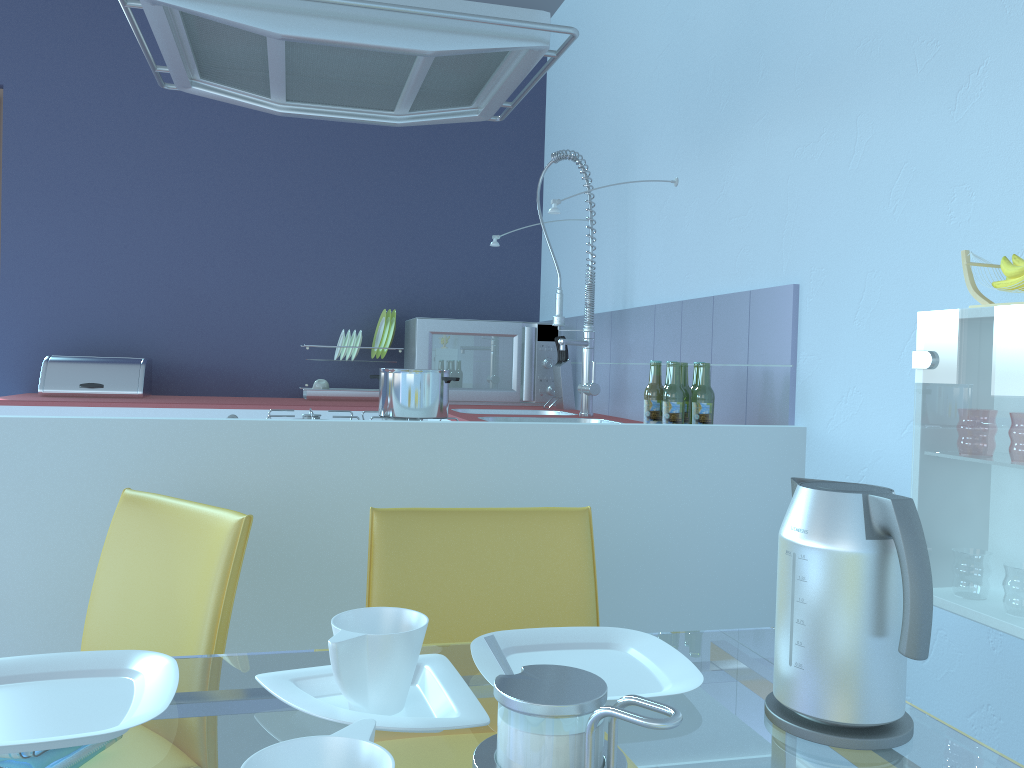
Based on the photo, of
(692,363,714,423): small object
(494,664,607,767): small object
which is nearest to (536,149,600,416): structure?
(692,363,714,423): small object

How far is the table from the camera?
0.7m

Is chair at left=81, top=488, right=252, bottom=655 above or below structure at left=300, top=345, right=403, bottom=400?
below

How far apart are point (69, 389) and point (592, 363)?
1.96m

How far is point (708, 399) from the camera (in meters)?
2.06

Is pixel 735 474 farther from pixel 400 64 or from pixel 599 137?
pixel 599 137

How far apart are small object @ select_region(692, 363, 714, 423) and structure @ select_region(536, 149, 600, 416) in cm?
83

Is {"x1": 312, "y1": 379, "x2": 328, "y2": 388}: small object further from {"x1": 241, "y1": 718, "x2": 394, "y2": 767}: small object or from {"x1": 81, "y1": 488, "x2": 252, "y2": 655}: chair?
{"x1": 241, "y1": 718, "x2": 394, "y2": 767}: small object

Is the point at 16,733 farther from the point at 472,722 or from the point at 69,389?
the point at 69,389

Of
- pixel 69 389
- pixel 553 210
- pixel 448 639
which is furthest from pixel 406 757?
pixel 69 389
